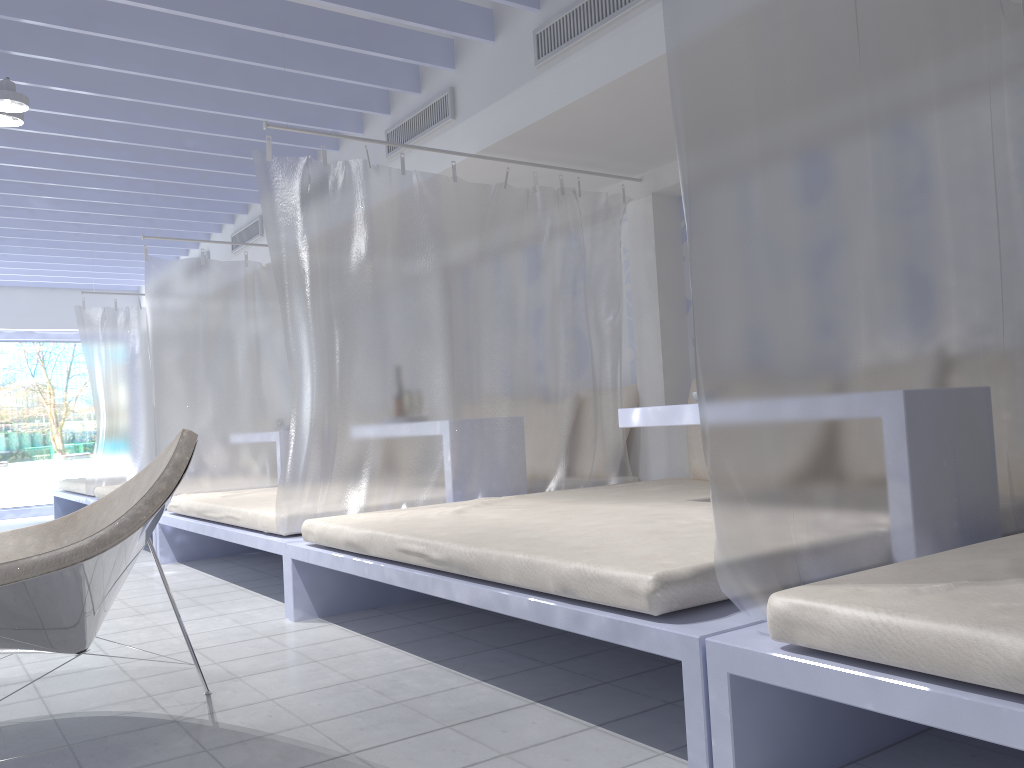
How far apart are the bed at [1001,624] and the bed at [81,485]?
6.80m

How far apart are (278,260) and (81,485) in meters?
5.1

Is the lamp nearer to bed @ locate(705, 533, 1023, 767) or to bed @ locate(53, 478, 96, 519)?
bed @ locate(705, 533, 1023, 767)

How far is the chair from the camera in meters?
2.0

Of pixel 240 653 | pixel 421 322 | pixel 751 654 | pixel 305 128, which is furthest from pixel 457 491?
pixel 305 128

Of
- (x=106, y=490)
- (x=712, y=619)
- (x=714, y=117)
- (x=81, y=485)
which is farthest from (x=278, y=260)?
(x=81, y=485)

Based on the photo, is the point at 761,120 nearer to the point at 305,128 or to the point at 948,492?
the point at 948,492

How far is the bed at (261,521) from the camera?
3.8m

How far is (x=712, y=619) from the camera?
1.8m

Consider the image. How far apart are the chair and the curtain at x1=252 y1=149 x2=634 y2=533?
0.9 meters
